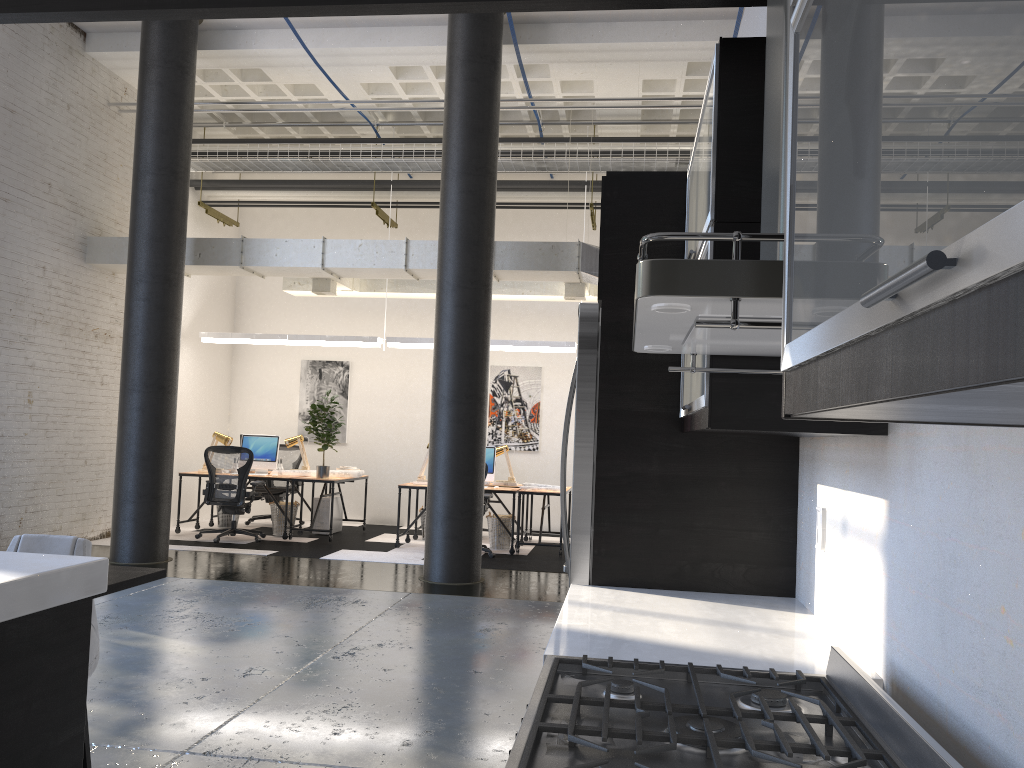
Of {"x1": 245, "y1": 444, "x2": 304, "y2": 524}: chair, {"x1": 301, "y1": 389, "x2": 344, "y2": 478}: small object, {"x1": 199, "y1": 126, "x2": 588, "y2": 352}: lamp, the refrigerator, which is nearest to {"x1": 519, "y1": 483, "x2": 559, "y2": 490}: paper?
{"x1": 199, "y1": 126, "x2": 588, "y2": 352}: lamp

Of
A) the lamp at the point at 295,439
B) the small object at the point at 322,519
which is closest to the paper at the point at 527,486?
the small object at the point at 322,519

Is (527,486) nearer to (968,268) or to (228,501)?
(228,501)

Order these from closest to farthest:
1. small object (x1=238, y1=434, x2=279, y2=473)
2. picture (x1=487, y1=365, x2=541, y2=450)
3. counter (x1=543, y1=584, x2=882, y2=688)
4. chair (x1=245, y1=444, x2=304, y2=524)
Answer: counter (x1=543, y1=584, x2=882, y2=688) < small object (x1=238, y1=434, x2=279, y2=473) < chair (x1=245, y1=444, x2=304, y2=524) < picture (x1=487, y1=365, x2=541, y2=450)

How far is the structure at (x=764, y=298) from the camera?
1.10m

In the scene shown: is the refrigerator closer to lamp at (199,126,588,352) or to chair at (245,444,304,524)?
lamp at (199,126,588,352)

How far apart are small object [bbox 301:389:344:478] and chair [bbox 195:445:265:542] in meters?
0.7 m

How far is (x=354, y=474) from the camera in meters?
11.0

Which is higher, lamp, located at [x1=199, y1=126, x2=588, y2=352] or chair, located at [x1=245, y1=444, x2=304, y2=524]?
lamp, located at [x1=199, y1=126, x2=588, y2=352]

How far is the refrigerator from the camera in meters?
2.8 m
